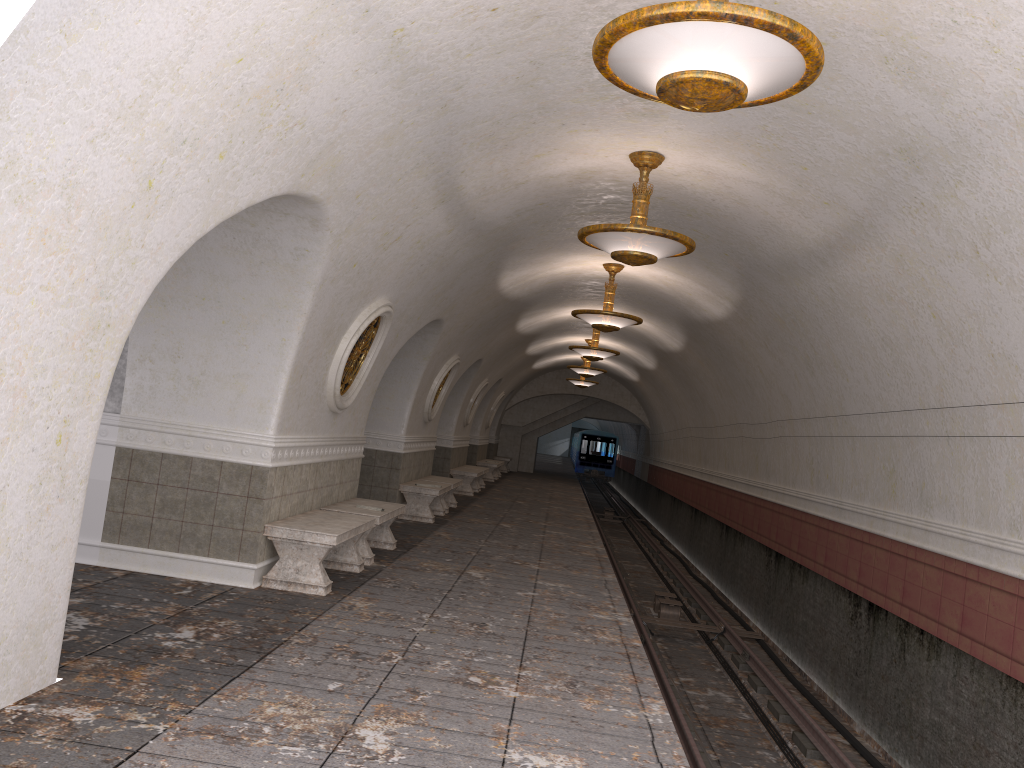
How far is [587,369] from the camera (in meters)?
21.65

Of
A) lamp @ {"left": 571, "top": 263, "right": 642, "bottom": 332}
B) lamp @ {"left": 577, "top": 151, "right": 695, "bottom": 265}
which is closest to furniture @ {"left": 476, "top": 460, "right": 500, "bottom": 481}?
lamp @ {"left": 571, "top": 263, "right": 642, "bottom": 332}

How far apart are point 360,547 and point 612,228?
4.1 meters

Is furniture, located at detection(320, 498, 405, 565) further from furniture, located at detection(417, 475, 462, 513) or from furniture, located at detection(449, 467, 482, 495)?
furniture, located at detection(449, 467, 482, 495)

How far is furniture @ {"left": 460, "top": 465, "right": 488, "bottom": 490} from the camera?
22.0m

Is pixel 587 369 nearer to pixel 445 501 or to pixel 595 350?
pixel 595 350

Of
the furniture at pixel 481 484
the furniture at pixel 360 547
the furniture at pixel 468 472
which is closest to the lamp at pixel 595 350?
the furniture at pixel 468 472

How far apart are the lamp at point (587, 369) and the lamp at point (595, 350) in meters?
4.4

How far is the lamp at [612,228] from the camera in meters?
7.2

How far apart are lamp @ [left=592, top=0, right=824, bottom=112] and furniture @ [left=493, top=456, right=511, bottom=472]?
27.3m
